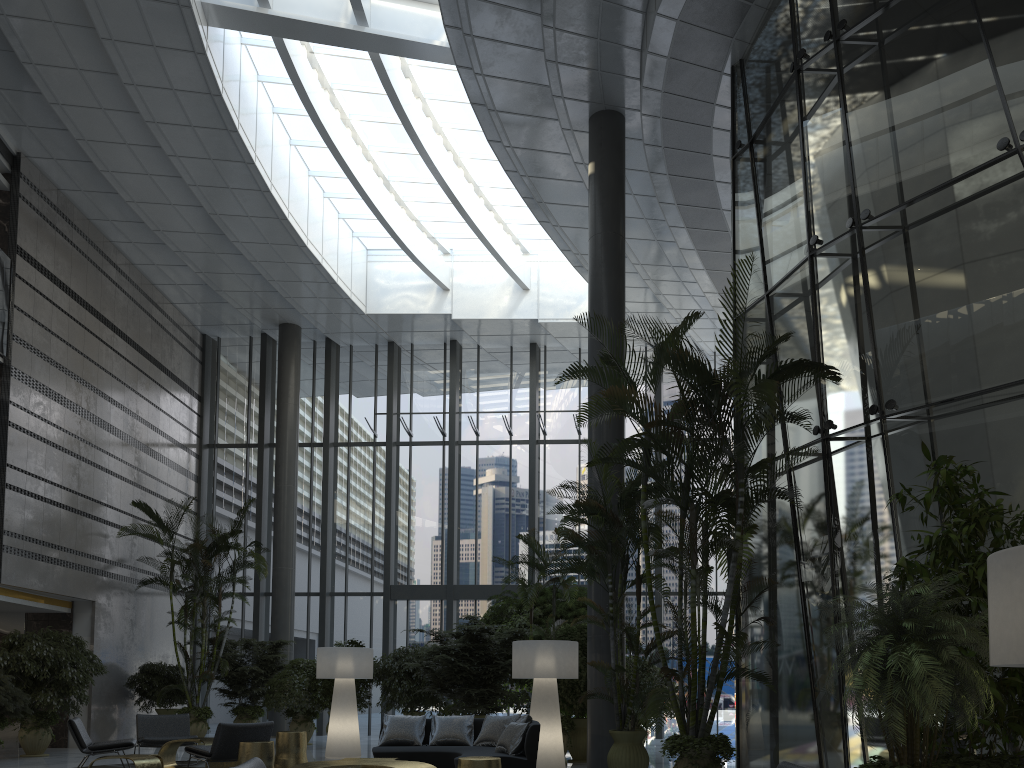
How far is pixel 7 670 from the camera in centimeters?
1150cm

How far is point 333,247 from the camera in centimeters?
1741cm

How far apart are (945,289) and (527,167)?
7.8m

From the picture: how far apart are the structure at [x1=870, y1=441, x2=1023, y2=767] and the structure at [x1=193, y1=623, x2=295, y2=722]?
12.7m

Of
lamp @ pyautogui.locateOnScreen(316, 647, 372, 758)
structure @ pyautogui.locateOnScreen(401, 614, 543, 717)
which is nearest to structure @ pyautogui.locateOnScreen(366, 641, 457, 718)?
structure @ pyautogui.locateOnScreen(401, 614, 543, 717)

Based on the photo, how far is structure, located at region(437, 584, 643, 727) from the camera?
13.4m

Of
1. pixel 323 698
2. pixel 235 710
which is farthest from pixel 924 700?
pixel 235 710

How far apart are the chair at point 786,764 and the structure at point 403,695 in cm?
1038

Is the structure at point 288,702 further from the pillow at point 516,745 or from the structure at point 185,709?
the pillow at point 516,745

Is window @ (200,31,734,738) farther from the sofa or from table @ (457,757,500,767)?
table @ (457,757,500,767)
